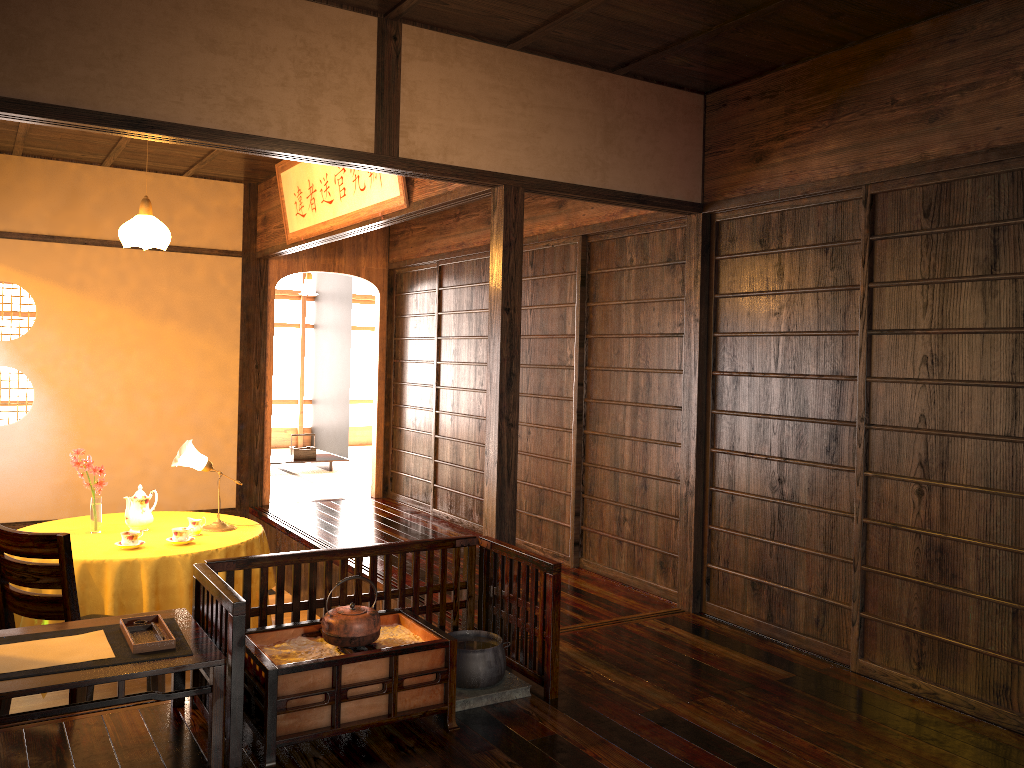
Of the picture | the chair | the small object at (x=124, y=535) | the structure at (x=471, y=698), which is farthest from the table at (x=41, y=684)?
the picture

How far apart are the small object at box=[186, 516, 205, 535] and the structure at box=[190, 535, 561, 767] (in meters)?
1.67

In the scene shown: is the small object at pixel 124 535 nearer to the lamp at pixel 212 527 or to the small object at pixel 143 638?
the lamp at pixel 212 527

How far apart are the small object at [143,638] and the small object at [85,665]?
A: 0.03m

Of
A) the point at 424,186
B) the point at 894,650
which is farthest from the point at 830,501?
the point at 424,186

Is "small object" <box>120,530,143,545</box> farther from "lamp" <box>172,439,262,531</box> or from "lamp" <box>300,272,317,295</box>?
"lamp" <box>300,272,317,295</box>

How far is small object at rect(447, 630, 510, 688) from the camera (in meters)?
3.24

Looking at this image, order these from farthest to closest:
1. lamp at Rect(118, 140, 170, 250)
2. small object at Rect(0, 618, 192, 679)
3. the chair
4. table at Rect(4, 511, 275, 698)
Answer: lamp at Rect(118, 140, 170, 250)
table at Rect(4, 511, 275, 698)
the chair
small object at Rect(0, 618, 192, 679)

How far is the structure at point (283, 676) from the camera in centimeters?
273cm

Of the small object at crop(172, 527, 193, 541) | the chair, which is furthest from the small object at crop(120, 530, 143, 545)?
the chair
